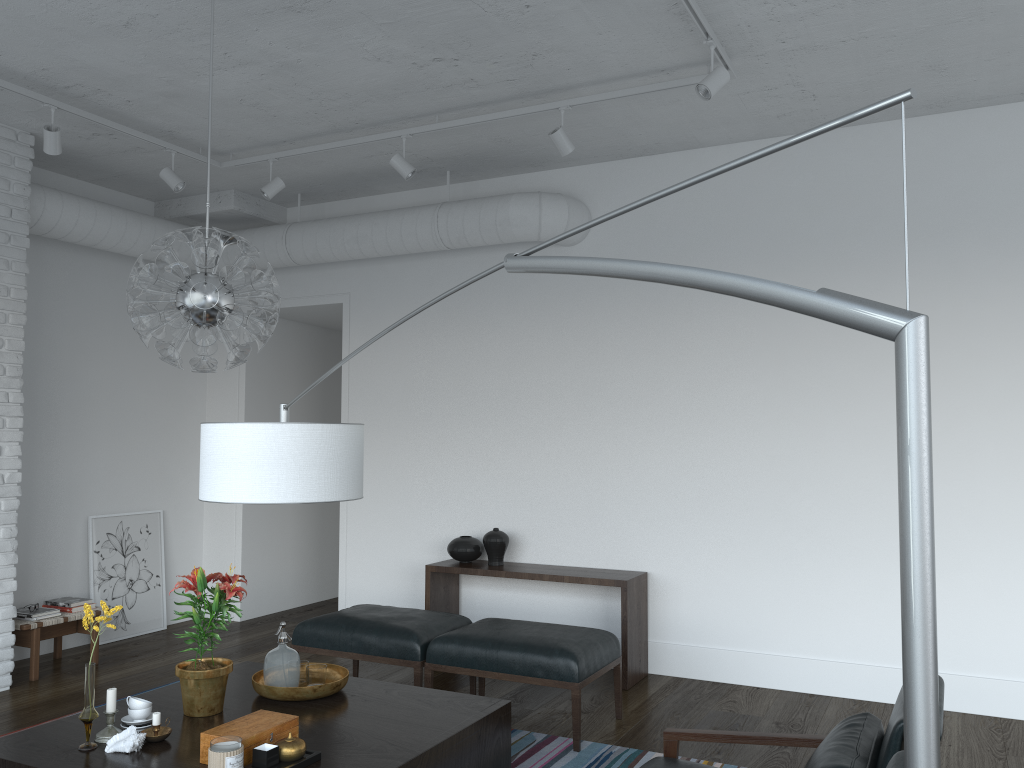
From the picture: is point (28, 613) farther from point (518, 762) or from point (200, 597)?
point (518, 762)

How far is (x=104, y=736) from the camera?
3.0 meters

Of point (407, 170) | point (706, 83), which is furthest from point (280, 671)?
point (706, 83)

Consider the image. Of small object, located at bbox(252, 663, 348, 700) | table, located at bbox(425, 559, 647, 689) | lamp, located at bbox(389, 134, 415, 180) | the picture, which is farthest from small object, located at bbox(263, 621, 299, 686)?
the picture

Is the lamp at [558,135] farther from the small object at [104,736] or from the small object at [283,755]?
the small object at [104,736]

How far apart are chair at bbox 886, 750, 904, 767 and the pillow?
0.4m

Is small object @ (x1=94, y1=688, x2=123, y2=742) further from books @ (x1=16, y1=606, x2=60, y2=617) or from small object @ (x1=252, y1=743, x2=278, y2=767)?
books @ (x1=16, y1=606, x2=60, y2=617)

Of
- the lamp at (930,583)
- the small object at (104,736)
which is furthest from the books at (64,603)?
the lamp at (930,583)

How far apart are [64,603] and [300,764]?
3.5 meters

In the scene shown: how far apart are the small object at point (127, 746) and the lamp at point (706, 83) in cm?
328
